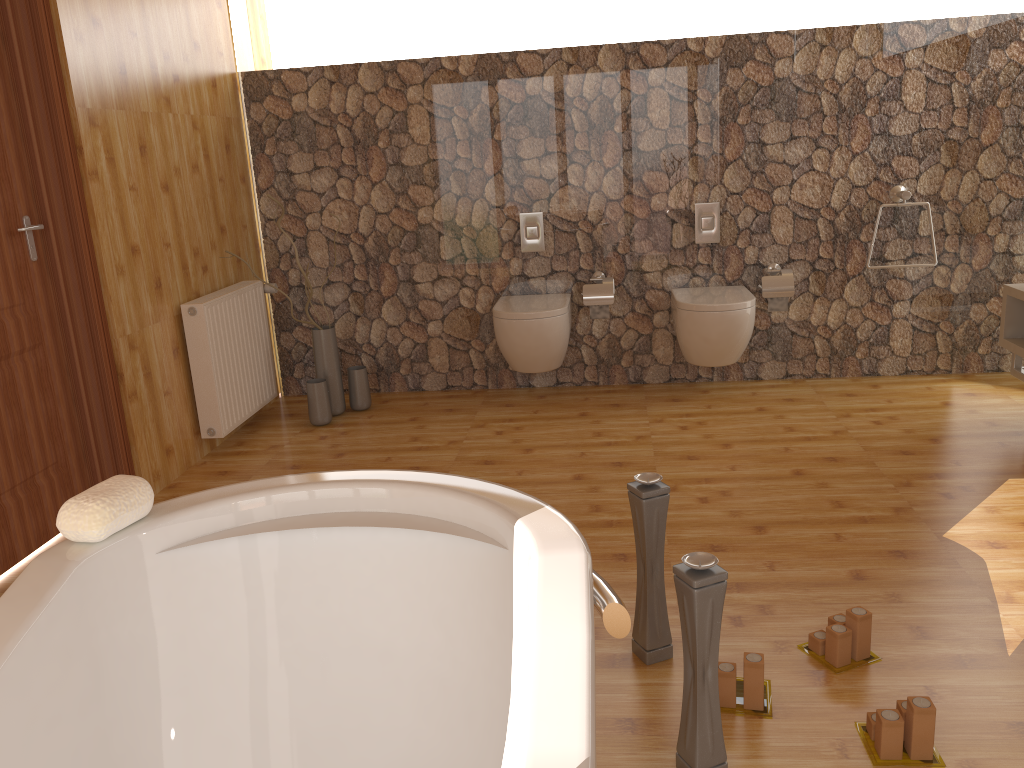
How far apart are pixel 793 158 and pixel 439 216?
1.8 meters

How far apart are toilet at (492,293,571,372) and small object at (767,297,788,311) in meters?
1.0 m

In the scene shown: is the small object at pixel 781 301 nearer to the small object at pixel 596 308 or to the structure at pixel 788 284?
the structure at pixel 788 284

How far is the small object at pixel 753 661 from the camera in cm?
198

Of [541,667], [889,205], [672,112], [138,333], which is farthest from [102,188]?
[889,205]

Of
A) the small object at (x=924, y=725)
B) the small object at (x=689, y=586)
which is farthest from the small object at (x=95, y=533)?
the small object at (x=924, y=725)

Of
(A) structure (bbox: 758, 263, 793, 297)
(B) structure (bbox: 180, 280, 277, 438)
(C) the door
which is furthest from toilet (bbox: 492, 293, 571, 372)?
(C) the door

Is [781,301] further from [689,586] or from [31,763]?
[31,763]

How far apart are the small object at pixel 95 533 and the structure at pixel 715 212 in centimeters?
347cm

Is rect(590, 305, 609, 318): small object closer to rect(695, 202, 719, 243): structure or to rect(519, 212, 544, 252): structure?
rect(519, 212, 544, 252): structure
